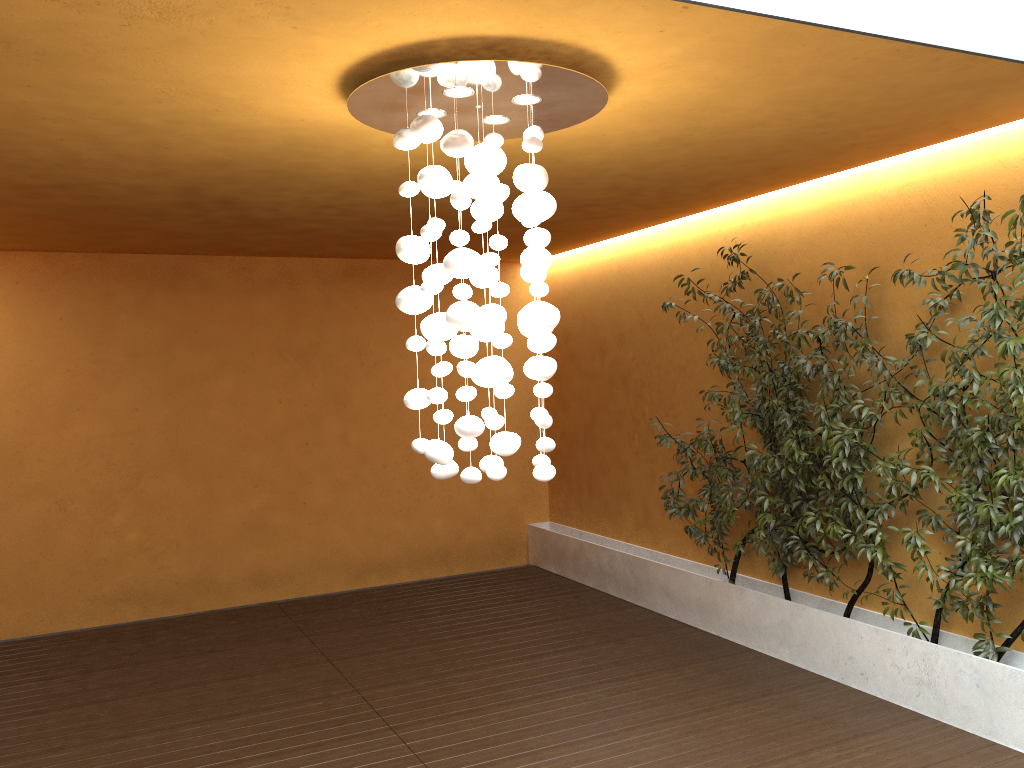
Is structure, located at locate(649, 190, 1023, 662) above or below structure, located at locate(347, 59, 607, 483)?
below

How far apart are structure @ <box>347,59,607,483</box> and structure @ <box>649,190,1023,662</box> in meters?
2.0 m

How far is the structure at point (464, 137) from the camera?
3.1m

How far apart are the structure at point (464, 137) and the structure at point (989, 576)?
2.0 meters

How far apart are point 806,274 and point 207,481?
5.1 meters

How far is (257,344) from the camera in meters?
7.7

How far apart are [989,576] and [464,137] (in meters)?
3.16

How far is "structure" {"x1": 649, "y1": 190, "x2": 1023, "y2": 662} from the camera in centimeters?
415cm

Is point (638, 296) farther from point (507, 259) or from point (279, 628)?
point (279, 628)

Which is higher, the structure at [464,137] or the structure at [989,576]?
the structure at [464,137]
